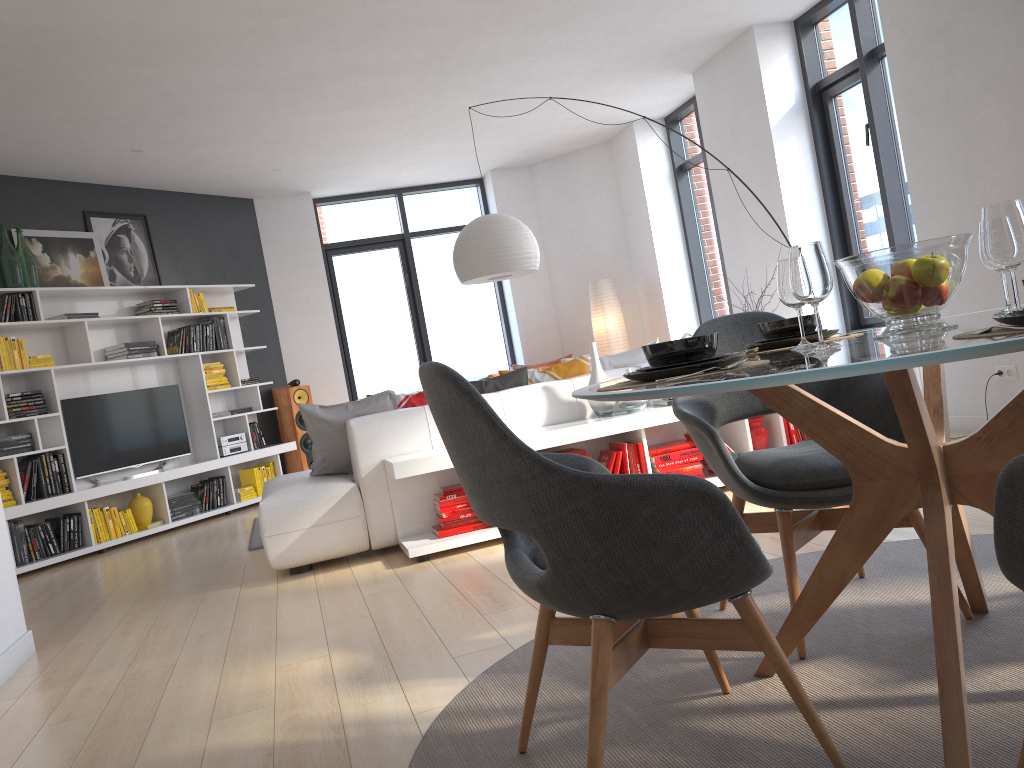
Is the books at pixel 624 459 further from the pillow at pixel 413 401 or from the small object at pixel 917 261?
the small object at pixel 917 261

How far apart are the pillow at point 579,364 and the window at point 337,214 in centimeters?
484cm

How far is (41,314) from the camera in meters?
6.6

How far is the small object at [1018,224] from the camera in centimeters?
160cm

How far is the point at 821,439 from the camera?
2.02m

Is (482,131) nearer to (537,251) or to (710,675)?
(537,251)

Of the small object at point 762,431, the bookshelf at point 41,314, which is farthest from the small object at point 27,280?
the small object at point 762,431

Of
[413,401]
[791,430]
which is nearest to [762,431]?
[791,430]

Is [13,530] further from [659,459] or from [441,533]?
[659,459]

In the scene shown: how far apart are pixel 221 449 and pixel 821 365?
7.3 meters
